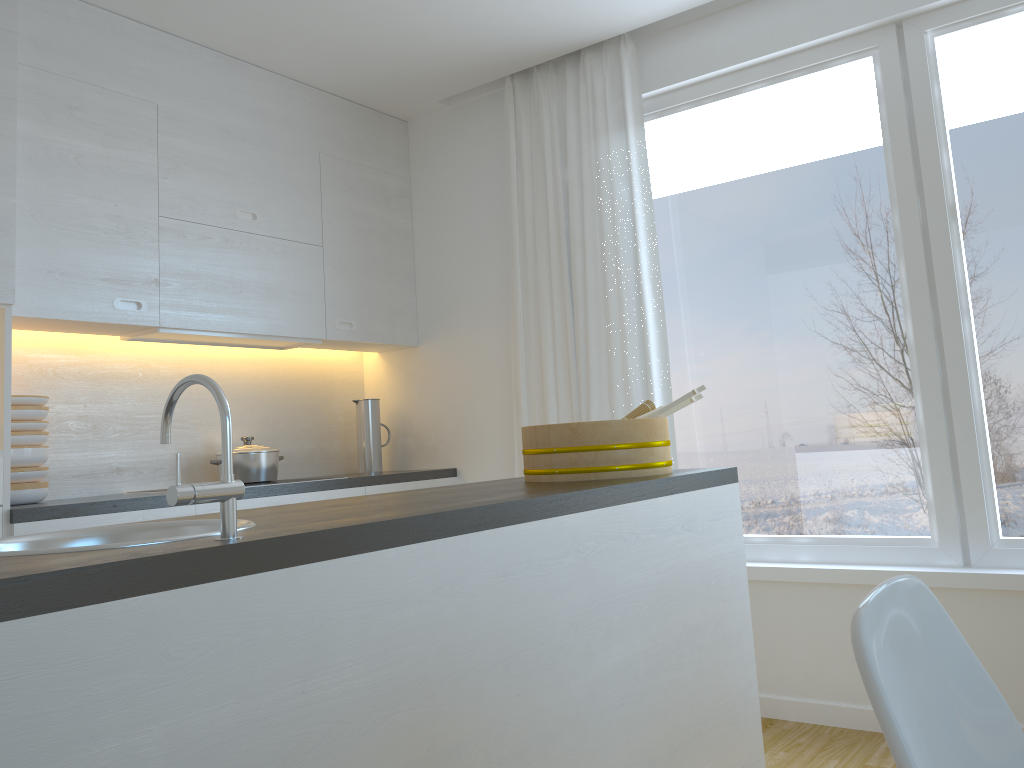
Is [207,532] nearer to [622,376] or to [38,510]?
[38,510]

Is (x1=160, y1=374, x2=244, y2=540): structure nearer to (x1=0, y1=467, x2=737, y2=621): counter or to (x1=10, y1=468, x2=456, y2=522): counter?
(x1=0, y1=467, x2=737, y2=621): counter

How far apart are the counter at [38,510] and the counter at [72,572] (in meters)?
1.30

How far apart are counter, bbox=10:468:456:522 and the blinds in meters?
0.4

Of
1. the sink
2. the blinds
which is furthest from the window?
the sink

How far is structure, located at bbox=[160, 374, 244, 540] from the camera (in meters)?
1.07

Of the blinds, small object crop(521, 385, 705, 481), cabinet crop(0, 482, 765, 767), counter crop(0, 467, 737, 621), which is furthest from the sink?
the blinds

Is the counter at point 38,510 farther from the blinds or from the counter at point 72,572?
the counter at point 72,572

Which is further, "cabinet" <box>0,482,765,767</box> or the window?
the window

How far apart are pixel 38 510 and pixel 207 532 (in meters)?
1.76
